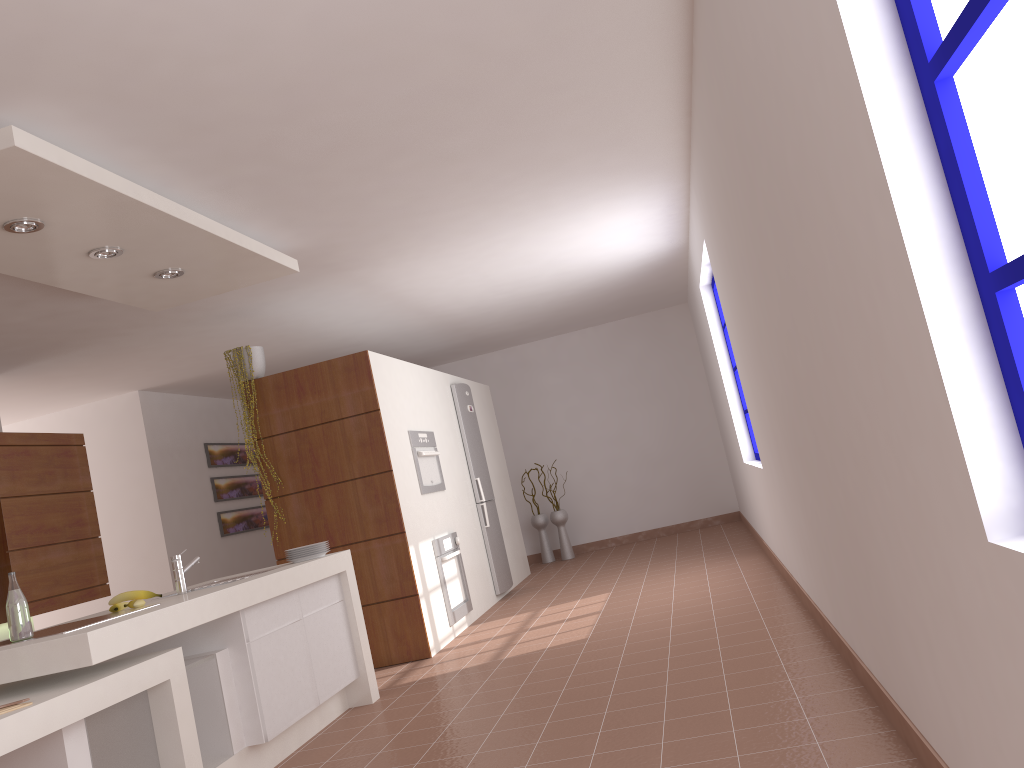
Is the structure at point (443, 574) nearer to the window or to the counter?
the counter

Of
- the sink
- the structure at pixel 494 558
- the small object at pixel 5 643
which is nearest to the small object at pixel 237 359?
the sink

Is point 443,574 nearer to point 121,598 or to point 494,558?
point 494,558

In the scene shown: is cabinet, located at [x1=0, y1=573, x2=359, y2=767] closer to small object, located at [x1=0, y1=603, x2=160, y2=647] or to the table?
the table

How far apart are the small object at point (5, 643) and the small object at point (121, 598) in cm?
32

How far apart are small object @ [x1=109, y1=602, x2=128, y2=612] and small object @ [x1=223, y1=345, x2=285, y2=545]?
2.4m

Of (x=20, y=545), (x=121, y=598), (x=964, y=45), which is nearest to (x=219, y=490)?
(x=20, y=545)

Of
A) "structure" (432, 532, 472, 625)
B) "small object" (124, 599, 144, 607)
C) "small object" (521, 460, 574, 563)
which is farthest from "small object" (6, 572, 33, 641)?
"small object" (521, 460, 574, 563)

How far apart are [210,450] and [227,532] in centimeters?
84cm

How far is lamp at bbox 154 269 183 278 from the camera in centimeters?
442cm
